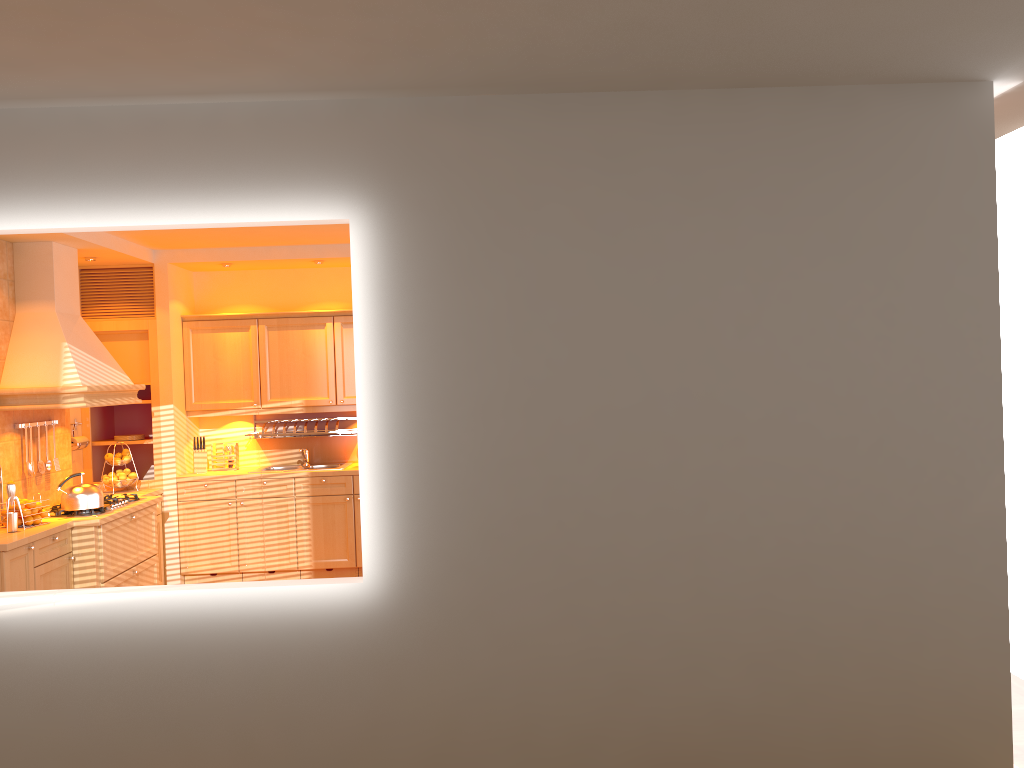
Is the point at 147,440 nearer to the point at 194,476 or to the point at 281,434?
the point at 194,476

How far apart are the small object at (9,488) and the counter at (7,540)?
0.2m

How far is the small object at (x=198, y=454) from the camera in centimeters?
703cm

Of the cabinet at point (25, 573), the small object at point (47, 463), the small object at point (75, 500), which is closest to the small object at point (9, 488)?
the cabinet at point (25, 573)

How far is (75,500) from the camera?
5.4m

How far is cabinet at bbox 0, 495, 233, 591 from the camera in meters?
4.8 m

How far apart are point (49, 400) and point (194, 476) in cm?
160

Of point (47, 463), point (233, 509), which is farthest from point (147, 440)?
point (47, 463)

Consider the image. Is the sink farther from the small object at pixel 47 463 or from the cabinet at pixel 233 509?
the small object at pixel 47 463

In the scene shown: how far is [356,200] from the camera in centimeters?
330cm
